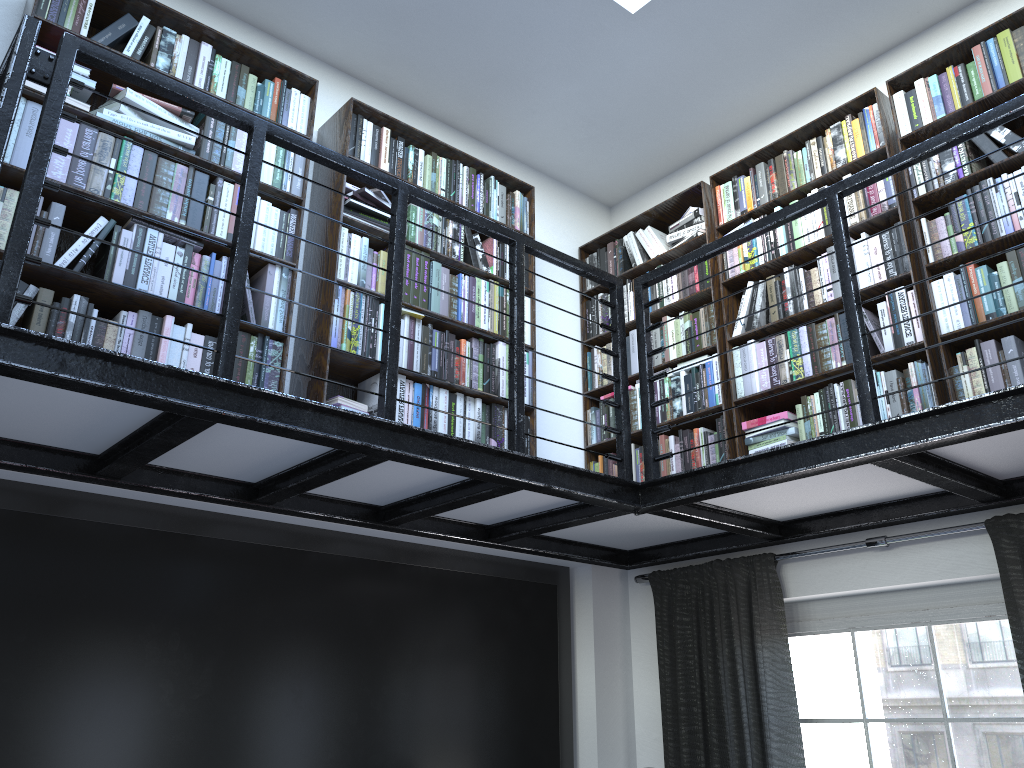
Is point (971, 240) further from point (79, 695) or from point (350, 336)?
point (79, 695)

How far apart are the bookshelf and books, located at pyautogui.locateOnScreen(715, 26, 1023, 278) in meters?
0.0

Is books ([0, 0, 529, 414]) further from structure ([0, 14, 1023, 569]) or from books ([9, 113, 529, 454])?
structure ([0, 14, 1023, 569])

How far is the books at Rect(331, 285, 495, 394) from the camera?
3.4m

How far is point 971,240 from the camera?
3.2 meters

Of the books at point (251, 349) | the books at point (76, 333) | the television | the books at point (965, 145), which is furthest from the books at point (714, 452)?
the books at point (76, 333)

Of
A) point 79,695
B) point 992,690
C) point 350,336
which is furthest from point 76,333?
point 992,690

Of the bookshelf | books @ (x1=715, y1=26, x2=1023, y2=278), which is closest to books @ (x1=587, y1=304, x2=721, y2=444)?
the bookshelf

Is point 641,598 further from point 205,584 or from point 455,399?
point 205,584

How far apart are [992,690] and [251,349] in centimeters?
290cm
